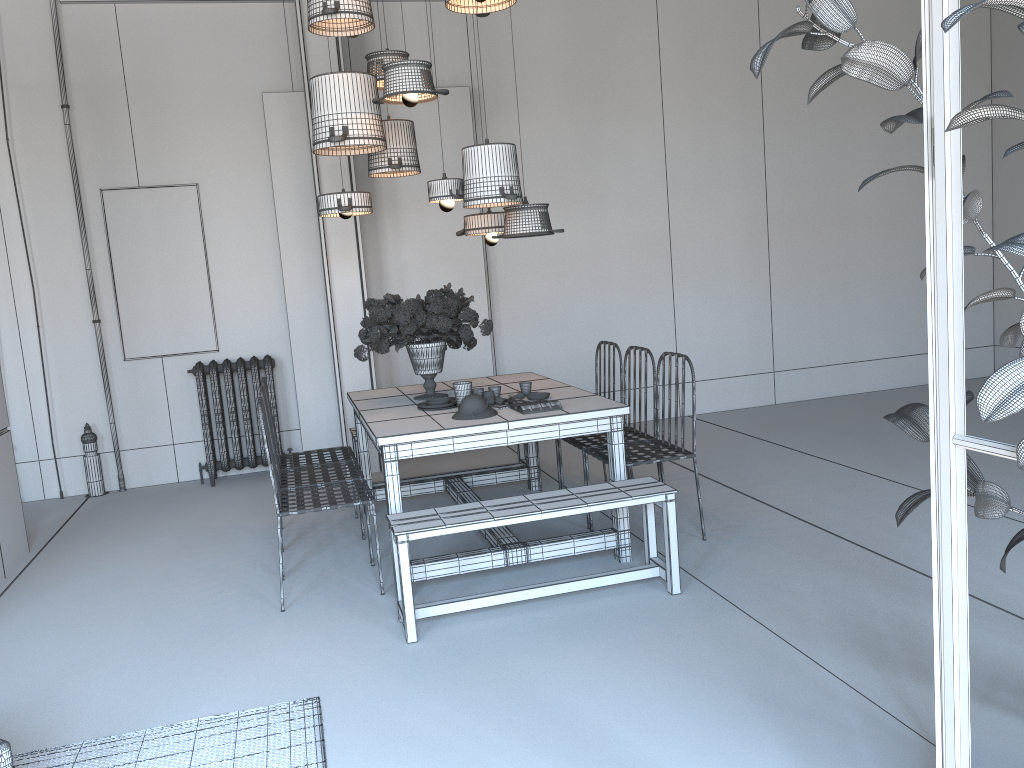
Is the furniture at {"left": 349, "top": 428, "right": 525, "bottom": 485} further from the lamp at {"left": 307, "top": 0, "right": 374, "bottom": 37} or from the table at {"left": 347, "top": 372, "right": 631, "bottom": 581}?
the lamp at {"left": 307, "top": 0, "right": 374, "bottom": 37}

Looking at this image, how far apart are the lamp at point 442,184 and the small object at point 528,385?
1.1m

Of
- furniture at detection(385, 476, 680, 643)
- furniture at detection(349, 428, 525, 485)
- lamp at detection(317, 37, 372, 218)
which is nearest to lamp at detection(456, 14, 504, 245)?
lamp at detection(317, 37, 372, 218)

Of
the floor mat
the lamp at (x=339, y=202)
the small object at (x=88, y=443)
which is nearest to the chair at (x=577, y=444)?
the lamp at (x=339, y=202)

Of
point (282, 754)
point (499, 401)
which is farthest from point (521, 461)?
point (282, 754)

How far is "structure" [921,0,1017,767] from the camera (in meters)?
1.53

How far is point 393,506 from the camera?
4.1m

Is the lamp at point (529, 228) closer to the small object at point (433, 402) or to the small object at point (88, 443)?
the small object at point (433, 402)

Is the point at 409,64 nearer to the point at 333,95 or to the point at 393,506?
the point at 333,95

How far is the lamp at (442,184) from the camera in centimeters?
487cm
